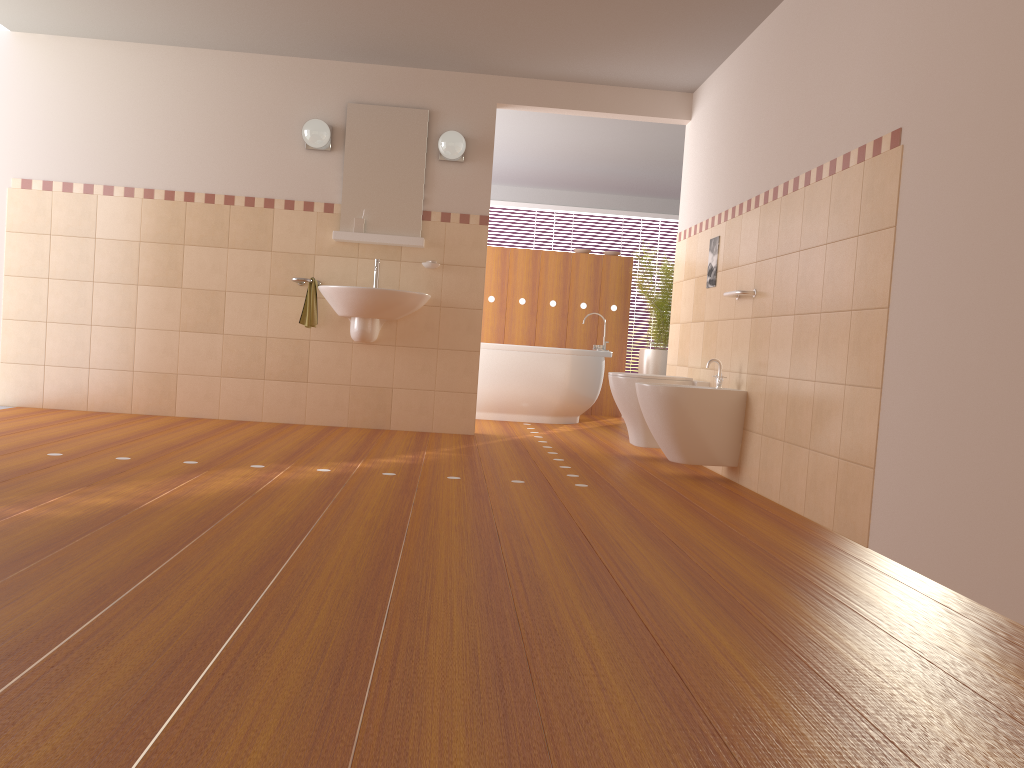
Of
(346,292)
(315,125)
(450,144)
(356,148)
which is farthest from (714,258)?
(315,125)

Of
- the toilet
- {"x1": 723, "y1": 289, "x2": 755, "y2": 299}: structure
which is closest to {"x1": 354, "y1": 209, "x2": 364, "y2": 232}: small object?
the toilet

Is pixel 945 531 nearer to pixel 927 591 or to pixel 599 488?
pixel 927 591

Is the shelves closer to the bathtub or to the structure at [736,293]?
the bathtub

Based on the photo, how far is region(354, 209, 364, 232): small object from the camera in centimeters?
545cm

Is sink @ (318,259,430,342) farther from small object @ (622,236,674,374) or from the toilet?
small object @ (622,236,674,374)

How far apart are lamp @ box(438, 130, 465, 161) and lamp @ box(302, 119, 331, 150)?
0.7 meters

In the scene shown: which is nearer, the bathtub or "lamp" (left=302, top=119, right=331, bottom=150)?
"lamp" (left=302, top=119, right=331, bottom=150)

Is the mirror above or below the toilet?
above

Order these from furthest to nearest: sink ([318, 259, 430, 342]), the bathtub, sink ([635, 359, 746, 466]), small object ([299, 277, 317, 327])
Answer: the bathtub < small object ([299, 277, 317, 327]) < sink ([318, 259, 430, 342]) < sink ([635, 359, 746, 466])
